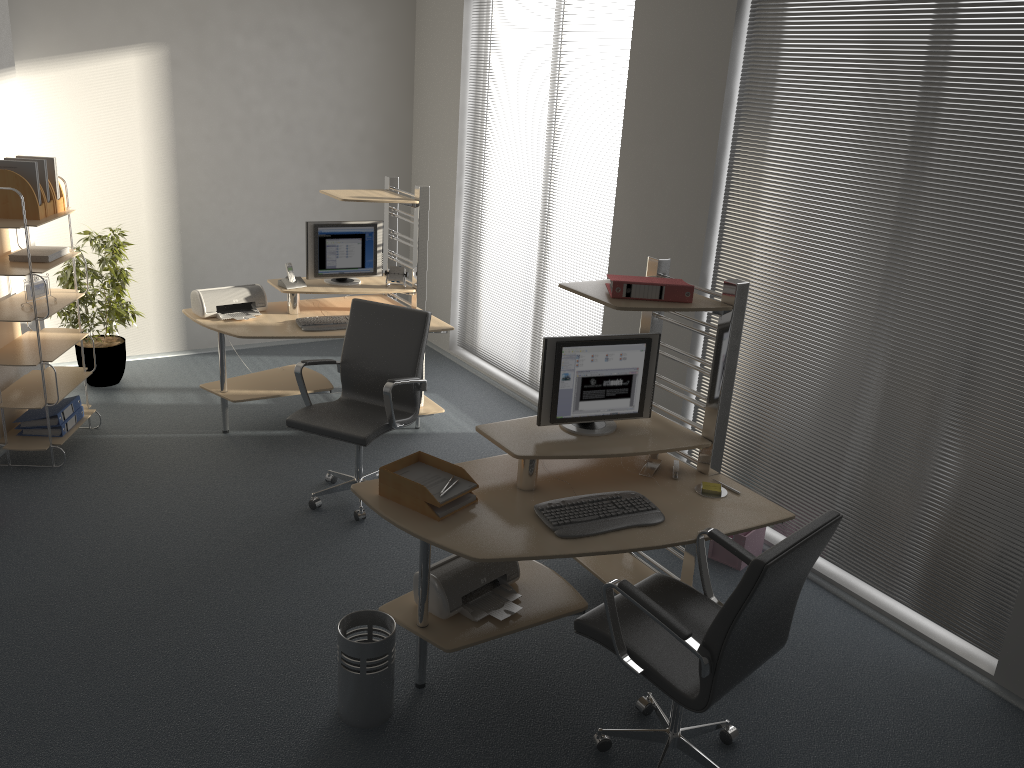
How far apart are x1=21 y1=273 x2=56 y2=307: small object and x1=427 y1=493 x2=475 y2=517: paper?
3.1 meters

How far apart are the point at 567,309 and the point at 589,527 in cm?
304

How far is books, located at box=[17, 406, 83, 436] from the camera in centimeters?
516cm

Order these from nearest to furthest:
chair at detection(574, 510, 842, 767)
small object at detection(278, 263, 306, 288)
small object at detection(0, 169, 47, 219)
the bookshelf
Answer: chair at detection(574, 510, 842, 767)
small object at detection(0, 169, 47, 219)
the bookshelf
small object at detection(278, 263, 306, 288)

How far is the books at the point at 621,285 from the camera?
3.5m

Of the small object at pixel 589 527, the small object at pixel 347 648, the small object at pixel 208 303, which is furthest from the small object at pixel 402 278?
the small object at pixel 347 648

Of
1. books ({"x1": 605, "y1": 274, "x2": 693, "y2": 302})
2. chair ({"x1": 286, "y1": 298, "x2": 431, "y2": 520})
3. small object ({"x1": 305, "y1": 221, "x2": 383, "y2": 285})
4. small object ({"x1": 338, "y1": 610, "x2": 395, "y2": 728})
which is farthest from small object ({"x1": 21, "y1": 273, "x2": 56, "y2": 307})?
books ({"x1": 605, "y1": 274, "x2": 693, "y2": 302})

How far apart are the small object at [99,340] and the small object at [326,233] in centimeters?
142cm

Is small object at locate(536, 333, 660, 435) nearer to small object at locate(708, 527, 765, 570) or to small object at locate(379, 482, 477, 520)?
small object at locate(379, 482, 477, 520)

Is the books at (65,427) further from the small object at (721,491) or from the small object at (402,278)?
the small object at (721,491)
